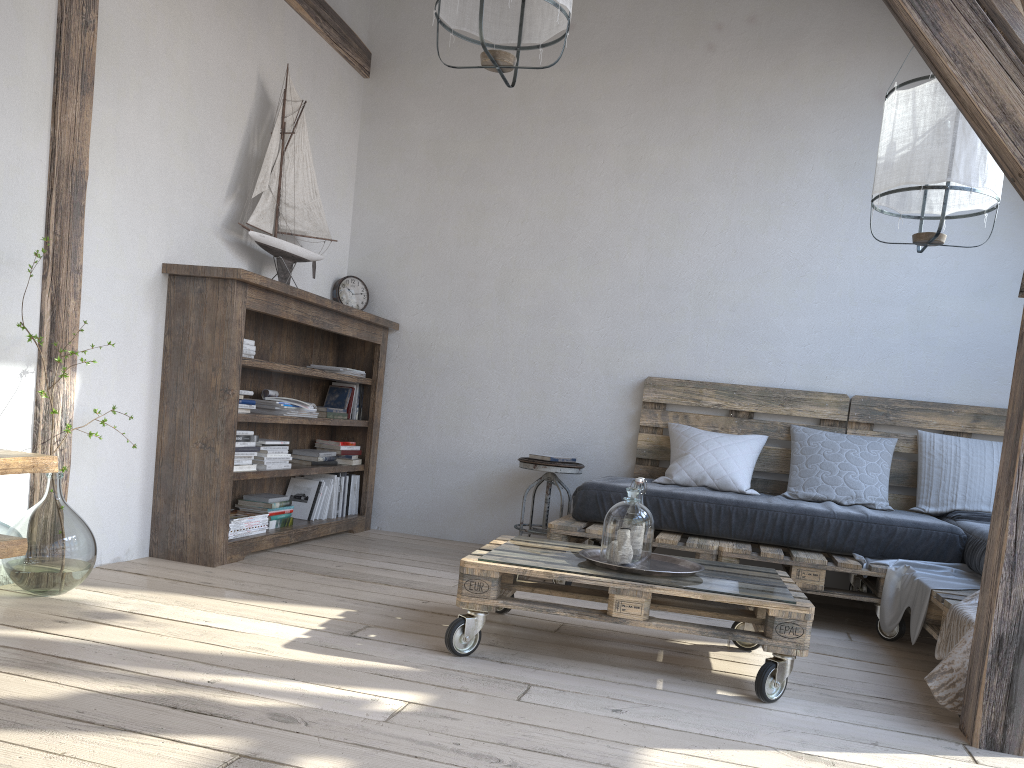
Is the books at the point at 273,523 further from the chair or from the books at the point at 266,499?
the chair

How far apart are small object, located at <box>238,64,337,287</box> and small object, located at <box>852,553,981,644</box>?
2.76m

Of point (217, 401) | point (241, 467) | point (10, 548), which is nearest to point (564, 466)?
point (241, 467)

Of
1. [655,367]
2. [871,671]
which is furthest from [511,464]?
[871,671]

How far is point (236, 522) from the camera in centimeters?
365cm

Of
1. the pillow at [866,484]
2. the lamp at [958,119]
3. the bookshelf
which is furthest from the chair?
the lamp at [958,119]

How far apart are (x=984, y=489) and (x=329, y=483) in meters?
3.1

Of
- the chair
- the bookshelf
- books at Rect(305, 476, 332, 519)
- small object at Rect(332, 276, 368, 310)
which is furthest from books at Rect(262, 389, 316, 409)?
the chair

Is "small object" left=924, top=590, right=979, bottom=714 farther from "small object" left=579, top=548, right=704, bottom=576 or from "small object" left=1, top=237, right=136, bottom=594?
"small object" left=1, top=237, right=136, bottom=594

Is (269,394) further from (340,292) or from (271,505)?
(340,292)
